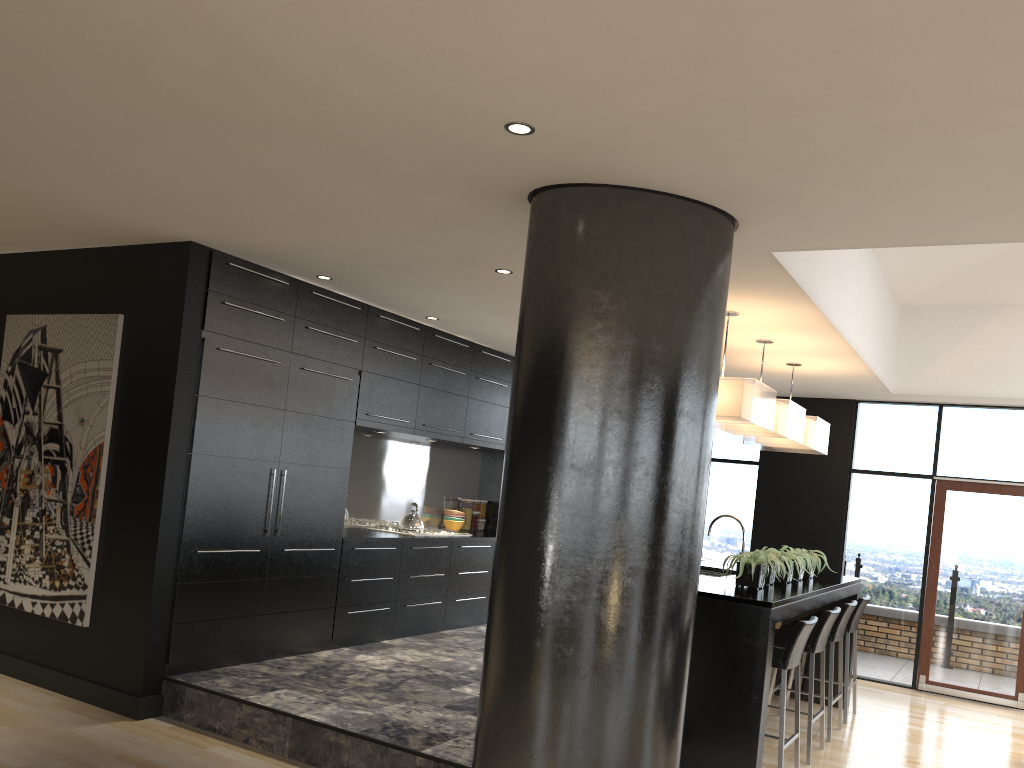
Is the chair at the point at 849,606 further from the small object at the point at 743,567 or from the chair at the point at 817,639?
the small object at the point at 743,567

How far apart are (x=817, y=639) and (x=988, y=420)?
4.0m

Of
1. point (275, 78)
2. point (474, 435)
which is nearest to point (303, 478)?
Answer: point (474, 435)

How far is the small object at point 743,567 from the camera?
5.2 meters

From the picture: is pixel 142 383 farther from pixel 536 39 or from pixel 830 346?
pixel 830 346

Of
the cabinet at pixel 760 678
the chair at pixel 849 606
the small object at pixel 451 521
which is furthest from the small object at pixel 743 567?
the small object at pixel 451 521

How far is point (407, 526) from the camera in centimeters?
733cm

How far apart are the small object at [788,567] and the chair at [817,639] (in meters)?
0.35

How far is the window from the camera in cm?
827

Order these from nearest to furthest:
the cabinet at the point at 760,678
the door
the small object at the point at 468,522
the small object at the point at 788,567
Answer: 1. the cabinet at the point at 760,678
2. the small object at the point at 788,567
3. the door
4. the small object at the point at 468,522
